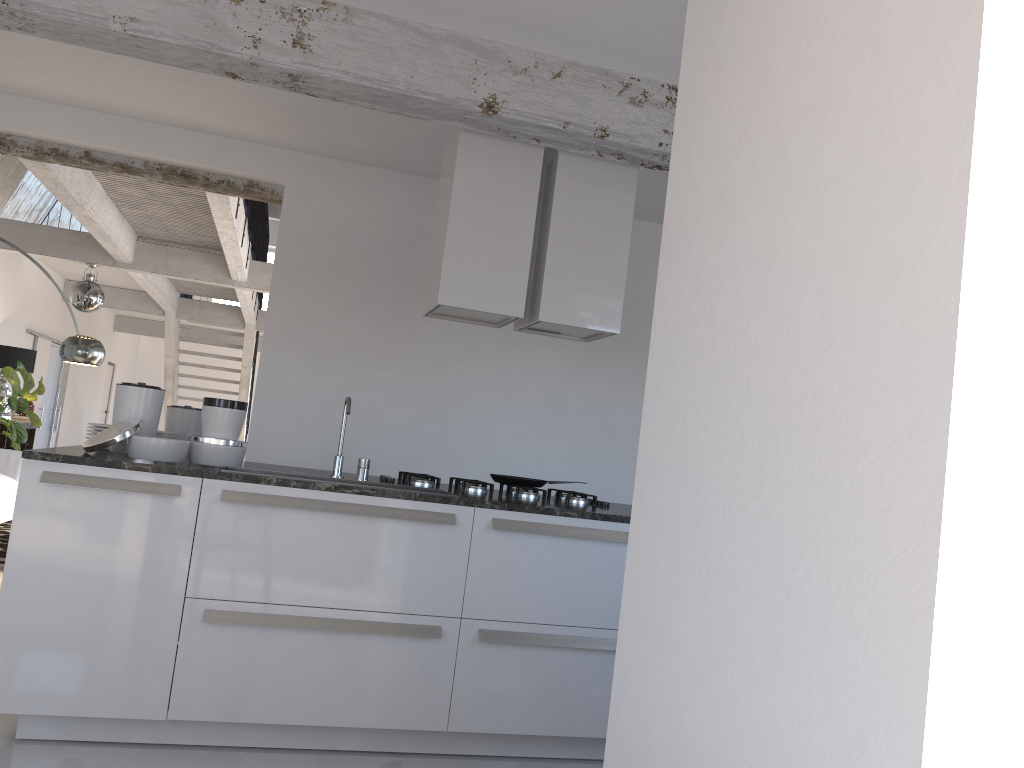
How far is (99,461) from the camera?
3.1 meters

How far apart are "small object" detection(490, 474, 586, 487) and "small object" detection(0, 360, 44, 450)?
6.8 meters

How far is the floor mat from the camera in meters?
6.7

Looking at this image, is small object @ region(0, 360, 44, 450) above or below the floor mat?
above

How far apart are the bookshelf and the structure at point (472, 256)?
7.3m

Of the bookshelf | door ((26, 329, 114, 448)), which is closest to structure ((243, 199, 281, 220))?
door ((26, 329, 114, 448))

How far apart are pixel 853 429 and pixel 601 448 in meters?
4.6

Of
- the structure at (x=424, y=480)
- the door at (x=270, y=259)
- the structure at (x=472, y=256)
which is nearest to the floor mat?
the structure at (x=424, y=480)

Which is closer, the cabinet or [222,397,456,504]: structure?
the cabinet

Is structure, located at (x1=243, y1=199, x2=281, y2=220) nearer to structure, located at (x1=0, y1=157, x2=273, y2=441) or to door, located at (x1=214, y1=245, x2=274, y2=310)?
door, located at (x1=214, y1=245, x2=274, y2=310)
